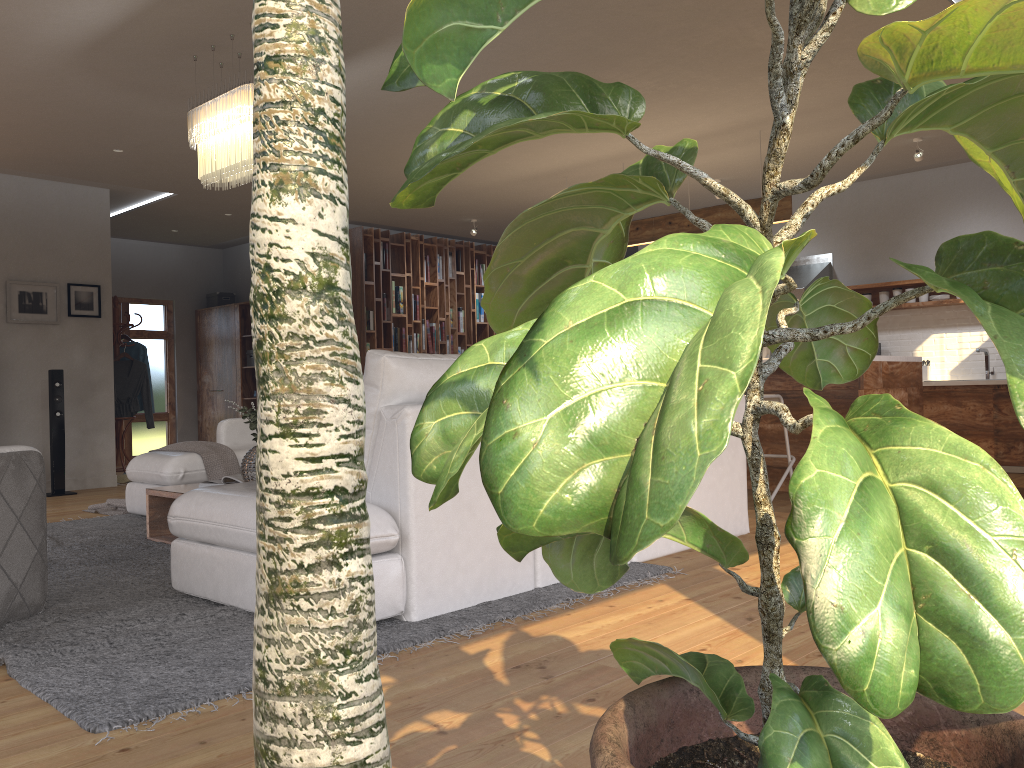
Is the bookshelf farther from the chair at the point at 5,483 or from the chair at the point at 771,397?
the chair at the point at 5,483

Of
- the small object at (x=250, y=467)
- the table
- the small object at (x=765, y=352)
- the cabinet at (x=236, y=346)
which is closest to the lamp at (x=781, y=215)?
the small object at (x=765, y=352)

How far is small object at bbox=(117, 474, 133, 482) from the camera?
8.6 meters

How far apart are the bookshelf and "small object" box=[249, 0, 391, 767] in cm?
980

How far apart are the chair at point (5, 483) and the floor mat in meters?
0.0 m

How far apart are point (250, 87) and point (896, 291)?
6.4 meters

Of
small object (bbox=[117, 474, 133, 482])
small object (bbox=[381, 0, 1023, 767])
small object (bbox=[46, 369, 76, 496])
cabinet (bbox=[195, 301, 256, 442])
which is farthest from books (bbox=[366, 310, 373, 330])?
small object (bbox=[381, 0, 1023, 767])

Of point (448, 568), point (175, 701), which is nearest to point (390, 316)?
point (448, 568)

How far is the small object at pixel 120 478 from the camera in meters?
8.6 m

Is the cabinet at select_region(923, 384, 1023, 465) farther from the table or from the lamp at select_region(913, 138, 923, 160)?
the table
